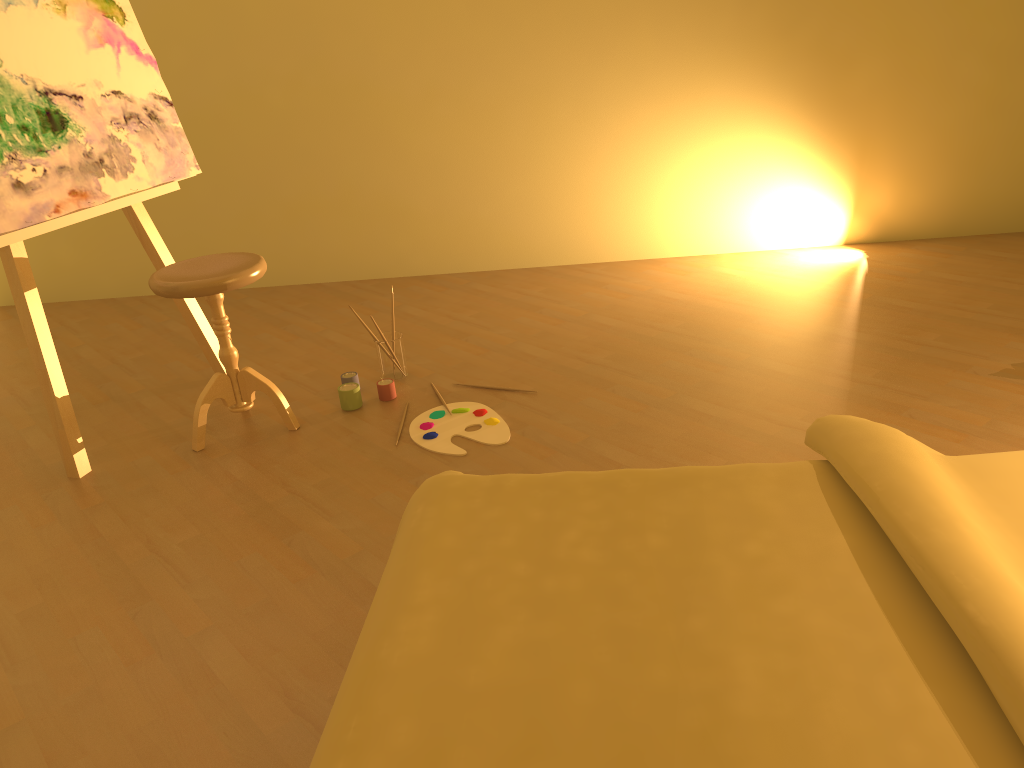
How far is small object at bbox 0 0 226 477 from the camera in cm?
260

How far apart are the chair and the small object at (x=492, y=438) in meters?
0.4 m

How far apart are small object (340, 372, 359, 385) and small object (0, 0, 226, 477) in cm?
54

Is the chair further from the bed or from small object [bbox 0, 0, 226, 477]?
the bed

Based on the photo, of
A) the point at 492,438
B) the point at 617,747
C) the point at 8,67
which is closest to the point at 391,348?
the point at 492,438

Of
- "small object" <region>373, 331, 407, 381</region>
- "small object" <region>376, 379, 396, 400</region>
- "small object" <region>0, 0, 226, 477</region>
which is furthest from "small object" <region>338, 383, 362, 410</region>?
"small object" <region>0, 0, 226, 477</region>

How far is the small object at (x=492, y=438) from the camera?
2.7 meters

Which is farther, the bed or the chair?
the chair

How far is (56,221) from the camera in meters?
2.6

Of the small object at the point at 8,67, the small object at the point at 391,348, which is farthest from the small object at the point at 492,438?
the small object at the point at 8,67
